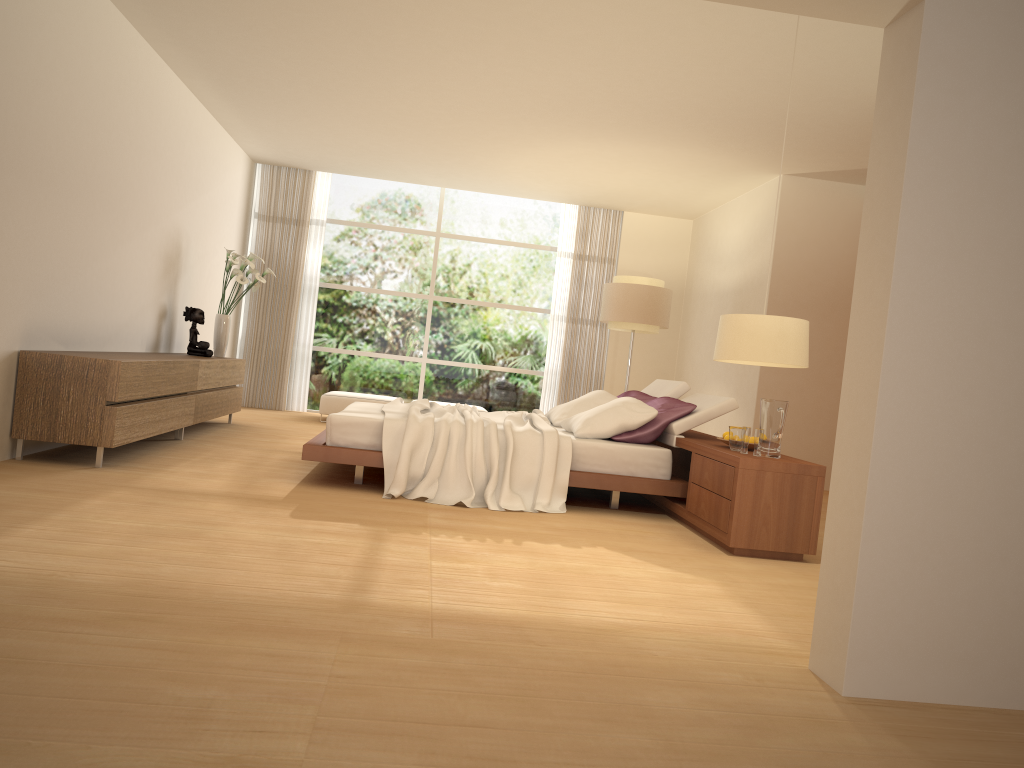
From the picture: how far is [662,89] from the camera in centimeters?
667cm

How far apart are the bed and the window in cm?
437

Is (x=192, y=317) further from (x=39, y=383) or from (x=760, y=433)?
(x=760, y=433)

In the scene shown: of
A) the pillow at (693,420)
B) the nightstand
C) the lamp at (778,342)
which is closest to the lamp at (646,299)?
the pillow at (693,420)

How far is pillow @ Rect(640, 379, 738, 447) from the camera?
6.01m

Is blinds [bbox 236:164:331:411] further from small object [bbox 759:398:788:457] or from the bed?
small object [bbox 759:398:788:457]

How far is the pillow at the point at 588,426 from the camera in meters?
6.0

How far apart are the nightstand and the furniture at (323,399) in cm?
405

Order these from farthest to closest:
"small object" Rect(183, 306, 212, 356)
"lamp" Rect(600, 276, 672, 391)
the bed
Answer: "lamp" Rect(600, 276, 672, 391) < "small object" Rect(183, 306, 212, 356) < the bed

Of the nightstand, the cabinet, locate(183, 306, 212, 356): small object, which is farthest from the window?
the nightstand
